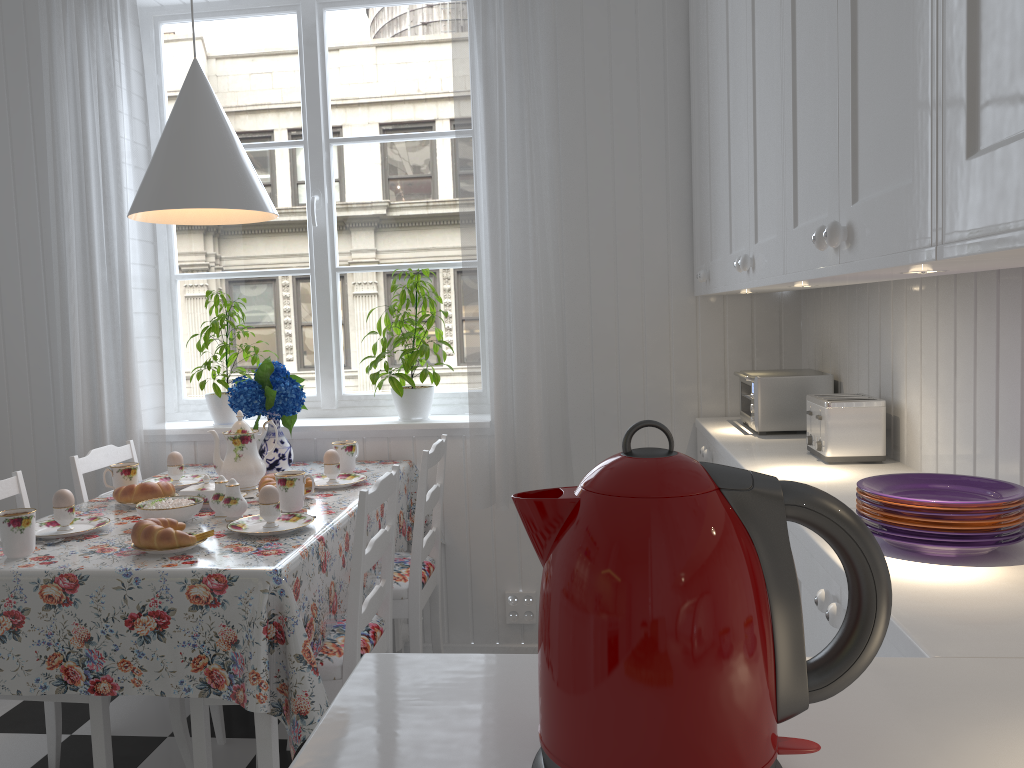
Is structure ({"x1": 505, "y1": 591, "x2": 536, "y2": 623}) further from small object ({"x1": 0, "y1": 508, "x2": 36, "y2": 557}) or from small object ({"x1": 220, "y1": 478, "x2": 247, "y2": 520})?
small object ({"x1": 0, "y1": 508, "x2": 36, "y2": 557})

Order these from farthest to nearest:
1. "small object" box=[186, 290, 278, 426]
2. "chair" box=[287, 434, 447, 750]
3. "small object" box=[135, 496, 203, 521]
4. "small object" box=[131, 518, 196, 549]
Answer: "small object" box=[186, 290, 278, 426] < "chair" box=[287, 434, 447, 750] < "small object" box=[135, 496, 203, 521] < "small object" box=[131, 518, 196, 549]

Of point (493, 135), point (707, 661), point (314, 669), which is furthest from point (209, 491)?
point (707, 661)

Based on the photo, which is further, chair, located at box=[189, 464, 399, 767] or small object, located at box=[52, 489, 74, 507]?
small object, located at box=[52, 489, 74, 507]

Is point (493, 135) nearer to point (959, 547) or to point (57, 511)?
point (57, 511)

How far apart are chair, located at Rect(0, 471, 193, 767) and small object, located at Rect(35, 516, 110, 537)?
0.17m

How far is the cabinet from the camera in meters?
0.7 m

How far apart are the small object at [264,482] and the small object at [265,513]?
0.3m

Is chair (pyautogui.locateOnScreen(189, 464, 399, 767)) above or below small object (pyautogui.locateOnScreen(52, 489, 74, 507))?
below

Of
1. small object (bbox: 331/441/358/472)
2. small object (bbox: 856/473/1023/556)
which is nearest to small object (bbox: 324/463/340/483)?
small object (bbox: 331/441/358/472)
